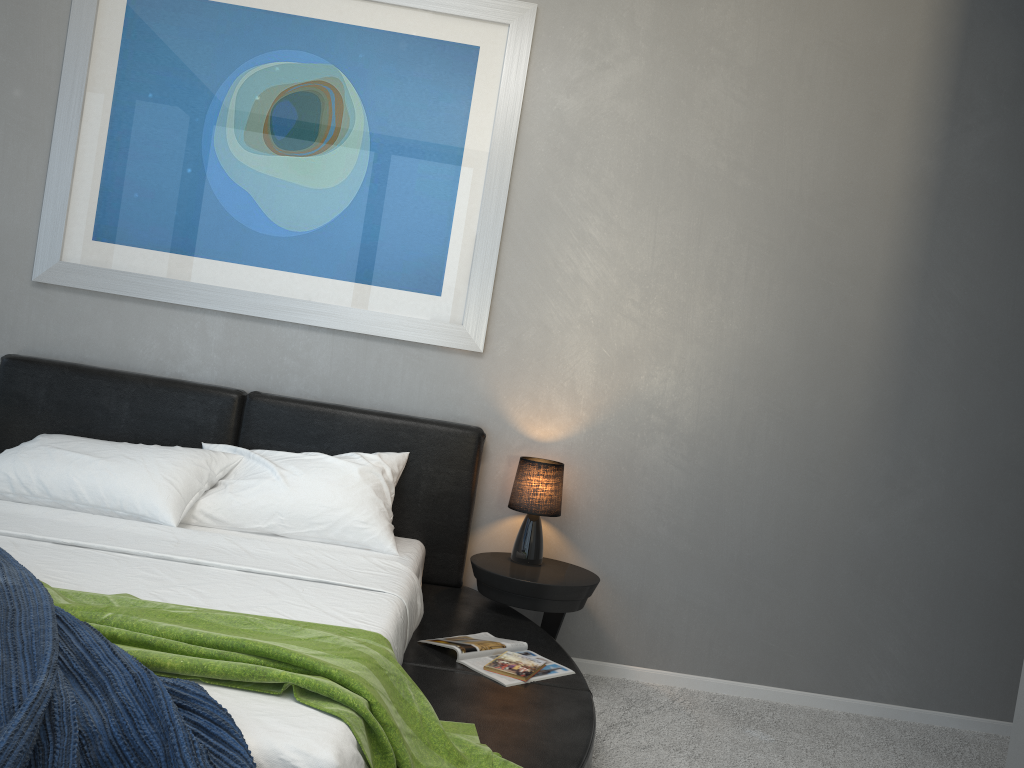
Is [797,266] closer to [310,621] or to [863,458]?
[863,458]

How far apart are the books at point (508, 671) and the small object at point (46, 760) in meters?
1.2 m

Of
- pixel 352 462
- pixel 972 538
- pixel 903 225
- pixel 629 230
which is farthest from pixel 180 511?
pixel 972 538

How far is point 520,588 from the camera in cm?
313

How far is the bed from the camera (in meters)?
2.19

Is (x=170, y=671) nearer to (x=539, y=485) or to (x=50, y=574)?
(x=50, y=574)

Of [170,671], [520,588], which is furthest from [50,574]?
[520,588]

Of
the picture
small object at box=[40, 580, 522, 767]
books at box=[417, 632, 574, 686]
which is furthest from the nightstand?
small object at box=[40, 580, 522, 767]

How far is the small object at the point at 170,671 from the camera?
1.66m

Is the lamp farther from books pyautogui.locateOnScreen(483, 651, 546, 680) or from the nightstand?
books pyautogui.locateOnScreen(483, 651, 546, 680)
